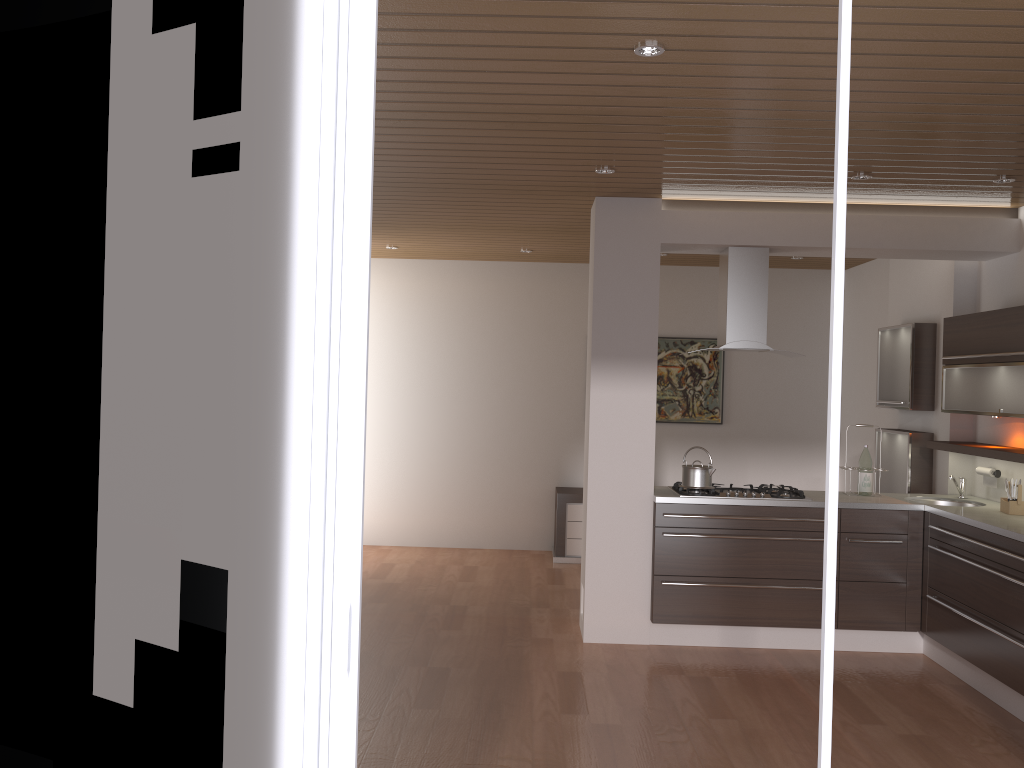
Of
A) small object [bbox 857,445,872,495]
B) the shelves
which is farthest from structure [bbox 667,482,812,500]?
the shelves

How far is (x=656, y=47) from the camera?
3.0m

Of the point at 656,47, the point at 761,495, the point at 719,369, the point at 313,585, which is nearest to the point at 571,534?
the point at 719,369

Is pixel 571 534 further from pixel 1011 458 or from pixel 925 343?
pixel 1011 458

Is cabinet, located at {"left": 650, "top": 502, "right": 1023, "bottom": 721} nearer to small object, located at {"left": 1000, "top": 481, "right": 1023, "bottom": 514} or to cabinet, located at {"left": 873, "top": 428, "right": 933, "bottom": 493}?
small object, located at {"left": 1000, "top": 481, "right": 1023, "bottom": 514}

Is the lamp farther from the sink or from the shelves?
the sink

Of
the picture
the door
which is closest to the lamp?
the door

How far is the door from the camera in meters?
1.9 m

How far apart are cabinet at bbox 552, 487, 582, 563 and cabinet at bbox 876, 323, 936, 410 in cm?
258

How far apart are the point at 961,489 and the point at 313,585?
4.93m
